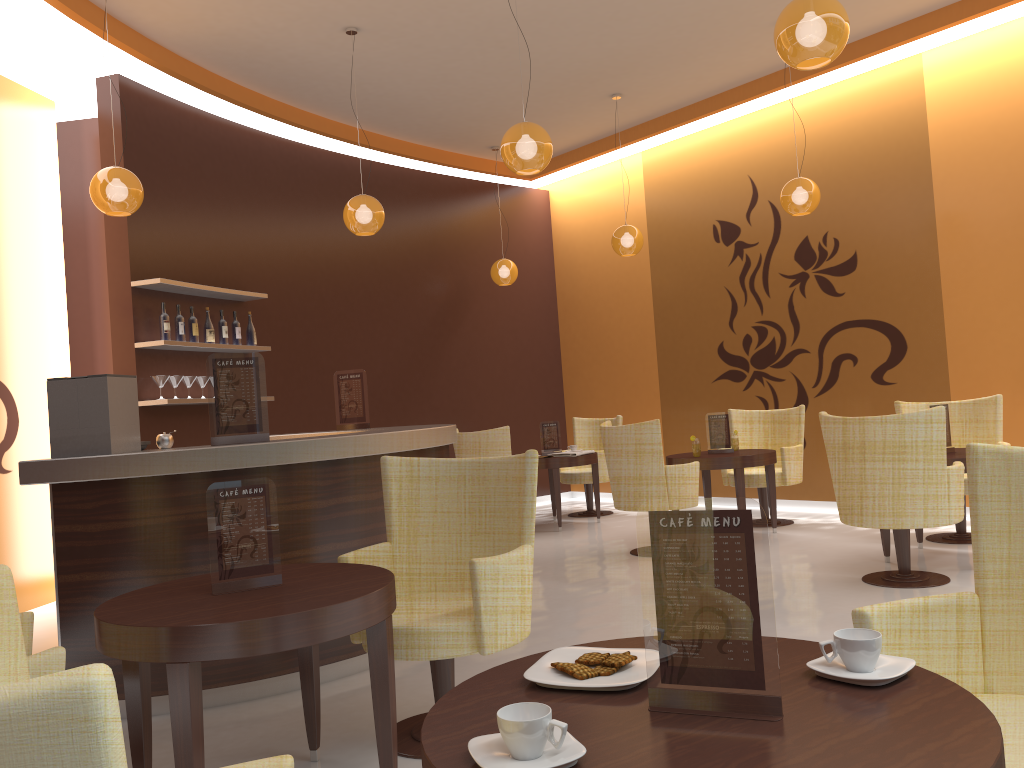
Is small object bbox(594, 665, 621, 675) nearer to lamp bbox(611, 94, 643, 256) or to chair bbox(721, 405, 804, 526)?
chair bbox(721, 405, 804, 526)

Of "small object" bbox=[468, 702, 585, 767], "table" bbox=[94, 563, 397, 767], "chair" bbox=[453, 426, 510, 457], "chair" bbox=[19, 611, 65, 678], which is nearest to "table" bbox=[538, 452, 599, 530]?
"chair" bbox=[453, 426, 510, 457]

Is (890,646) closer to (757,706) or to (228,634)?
(757,706)

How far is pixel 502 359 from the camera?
10.2m

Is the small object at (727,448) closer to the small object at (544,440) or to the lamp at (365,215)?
the small object at (544,440)

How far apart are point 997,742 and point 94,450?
3.5m

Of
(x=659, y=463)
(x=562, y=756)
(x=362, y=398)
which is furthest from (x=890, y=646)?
(x=362, y=398)

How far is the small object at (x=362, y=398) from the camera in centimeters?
611cm

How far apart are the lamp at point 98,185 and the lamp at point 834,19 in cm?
370

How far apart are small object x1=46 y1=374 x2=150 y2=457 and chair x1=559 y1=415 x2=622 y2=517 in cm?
553
